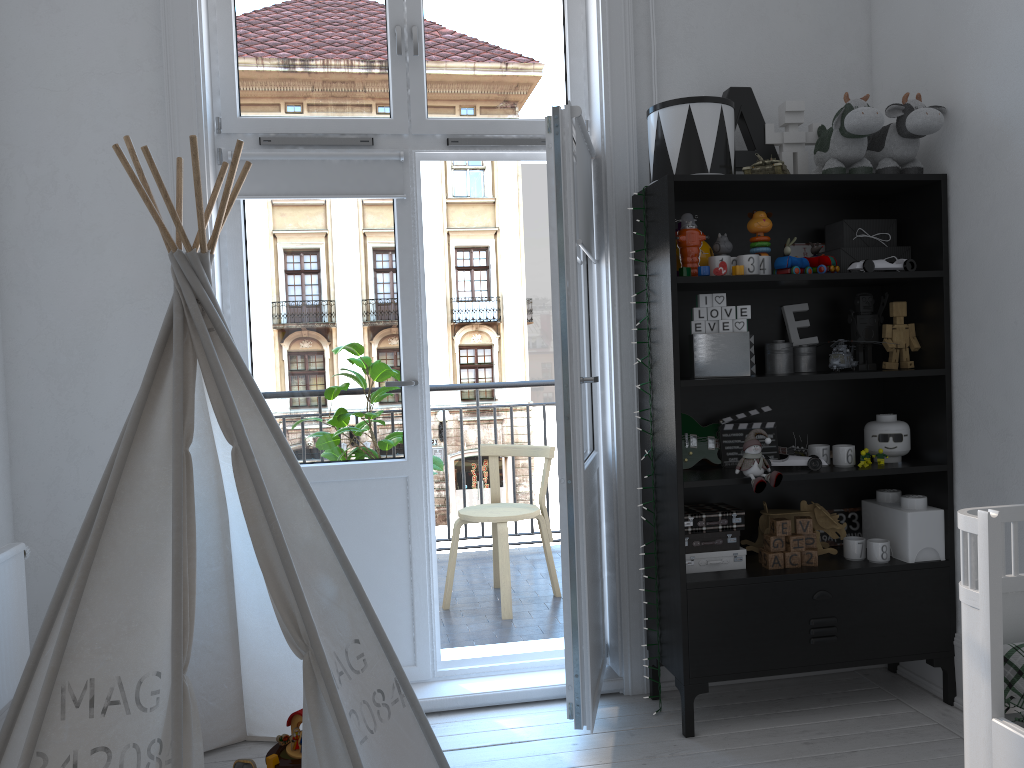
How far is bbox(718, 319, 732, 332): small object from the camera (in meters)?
2.69

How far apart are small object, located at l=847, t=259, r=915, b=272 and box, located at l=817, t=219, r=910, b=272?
0.0 meters

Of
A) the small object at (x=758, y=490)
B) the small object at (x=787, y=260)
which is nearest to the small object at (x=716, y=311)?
the small object at (x=787, y=260)

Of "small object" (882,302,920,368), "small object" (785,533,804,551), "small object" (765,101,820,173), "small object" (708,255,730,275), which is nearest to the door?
"small object" (708,255,730,275)

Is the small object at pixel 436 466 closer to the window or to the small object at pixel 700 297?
the window

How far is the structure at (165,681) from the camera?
1.85m

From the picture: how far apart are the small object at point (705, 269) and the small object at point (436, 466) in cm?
155

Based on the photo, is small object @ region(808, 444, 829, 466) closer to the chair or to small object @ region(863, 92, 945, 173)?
small object @ region(863, 92, 945, 173)

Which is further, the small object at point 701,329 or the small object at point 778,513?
the small object at point 778,513

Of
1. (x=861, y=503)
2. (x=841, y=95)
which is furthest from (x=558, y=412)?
(x=841, y=95)
